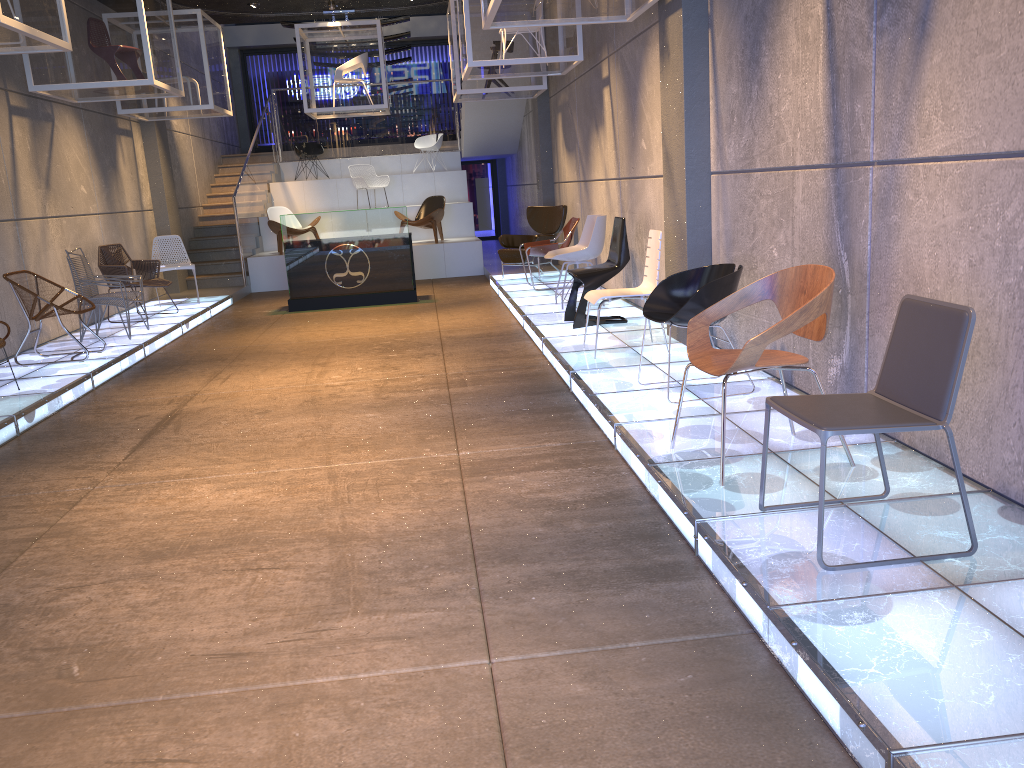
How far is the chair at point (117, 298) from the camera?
8.7m

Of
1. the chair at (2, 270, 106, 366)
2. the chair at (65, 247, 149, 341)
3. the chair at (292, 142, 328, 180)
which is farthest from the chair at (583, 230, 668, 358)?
the chair at (292, 142, 328, 180)

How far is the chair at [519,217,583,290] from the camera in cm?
1038

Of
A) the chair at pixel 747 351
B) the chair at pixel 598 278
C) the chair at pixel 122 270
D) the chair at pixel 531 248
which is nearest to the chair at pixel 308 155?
the chair at pixel 122 270

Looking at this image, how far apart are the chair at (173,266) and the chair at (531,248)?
4.4m

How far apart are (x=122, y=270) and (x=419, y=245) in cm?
514

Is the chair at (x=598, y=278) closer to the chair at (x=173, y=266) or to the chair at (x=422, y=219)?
the chair at (x=173, y=266)

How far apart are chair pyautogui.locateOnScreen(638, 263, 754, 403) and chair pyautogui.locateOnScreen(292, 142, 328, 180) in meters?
13.4 m

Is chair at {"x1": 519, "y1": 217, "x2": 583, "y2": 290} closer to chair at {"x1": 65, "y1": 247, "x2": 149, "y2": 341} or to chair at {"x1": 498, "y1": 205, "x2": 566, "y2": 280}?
chair at {"x1": 498, "y1": 205, "x2": 566, "y2": 280}

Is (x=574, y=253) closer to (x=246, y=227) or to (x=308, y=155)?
(x=246, y=227)
